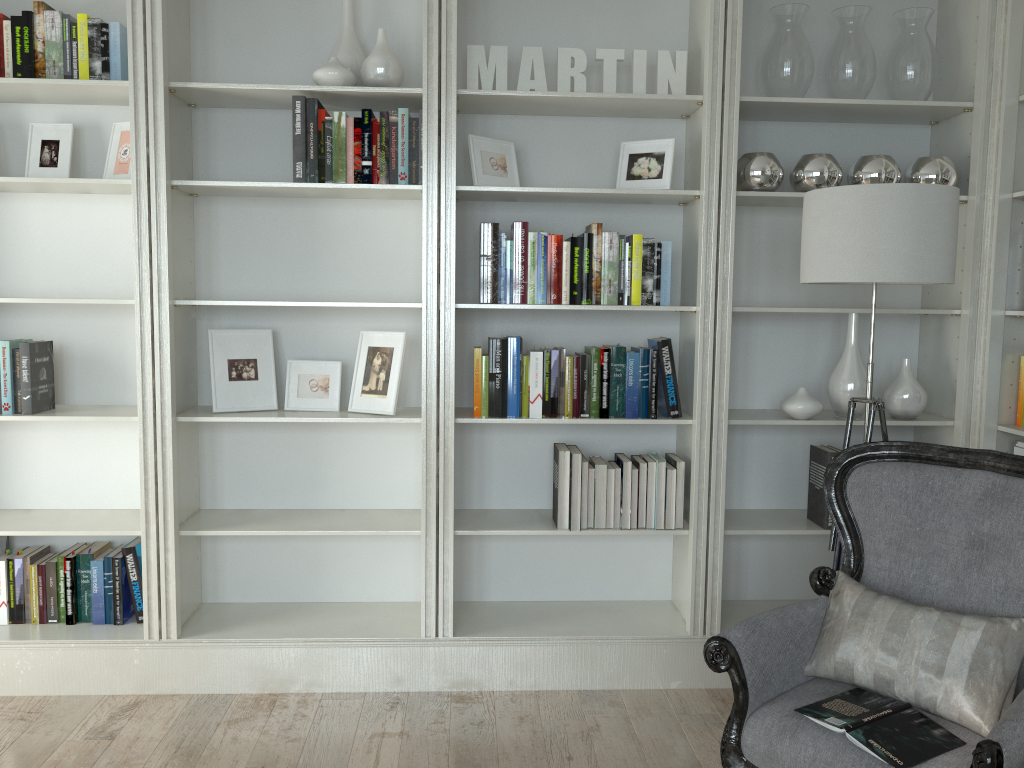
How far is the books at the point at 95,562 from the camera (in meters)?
3.24

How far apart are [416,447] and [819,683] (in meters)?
1.75

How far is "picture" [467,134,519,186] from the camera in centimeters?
314cm

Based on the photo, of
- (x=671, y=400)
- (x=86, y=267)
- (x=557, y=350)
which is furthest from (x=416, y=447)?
(x=86, y=267)

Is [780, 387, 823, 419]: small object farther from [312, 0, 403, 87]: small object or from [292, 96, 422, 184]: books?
[312, 0, 403, 87]: small object

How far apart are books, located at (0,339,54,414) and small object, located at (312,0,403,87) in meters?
1.4 m

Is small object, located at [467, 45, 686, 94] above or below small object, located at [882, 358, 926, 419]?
above

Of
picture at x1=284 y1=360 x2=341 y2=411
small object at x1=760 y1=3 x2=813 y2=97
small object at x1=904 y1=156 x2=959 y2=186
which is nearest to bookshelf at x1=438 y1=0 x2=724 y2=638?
small object at x1=760 y1=3 x2=813 y2=97

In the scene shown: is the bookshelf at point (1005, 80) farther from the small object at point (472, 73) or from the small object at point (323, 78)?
the small object at point (323, 78)

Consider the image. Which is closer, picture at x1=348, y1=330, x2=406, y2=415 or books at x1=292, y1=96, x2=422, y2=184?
books at x1=292, y1=96, x2=422, y2=184
